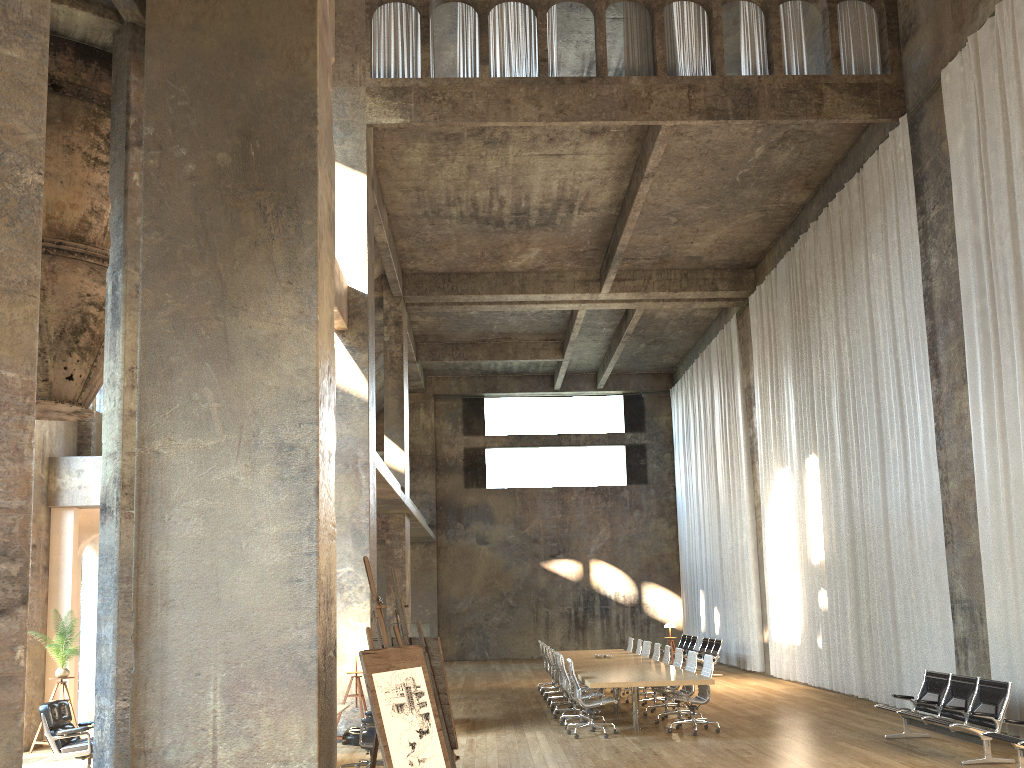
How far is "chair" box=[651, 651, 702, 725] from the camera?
12.30m

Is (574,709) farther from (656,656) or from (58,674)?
(58,674)

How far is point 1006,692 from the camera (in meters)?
9.03

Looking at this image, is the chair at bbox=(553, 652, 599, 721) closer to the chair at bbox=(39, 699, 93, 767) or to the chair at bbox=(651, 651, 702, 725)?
the chair at bbox=(651, 651, 702, 725)

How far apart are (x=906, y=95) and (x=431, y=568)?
19.66m

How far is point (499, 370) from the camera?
29.0m

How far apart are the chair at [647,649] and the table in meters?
0.2

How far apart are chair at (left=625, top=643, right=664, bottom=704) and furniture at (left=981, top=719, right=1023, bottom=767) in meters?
7.3

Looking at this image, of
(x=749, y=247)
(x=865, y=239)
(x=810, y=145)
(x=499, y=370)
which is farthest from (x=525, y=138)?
(x=499, y=370)

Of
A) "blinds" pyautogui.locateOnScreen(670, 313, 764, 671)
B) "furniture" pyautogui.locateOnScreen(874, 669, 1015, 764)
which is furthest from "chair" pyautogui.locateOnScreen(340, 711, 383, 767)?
"blinds" pyautogui.locateOnScreen(670, 313, 764, 671)
